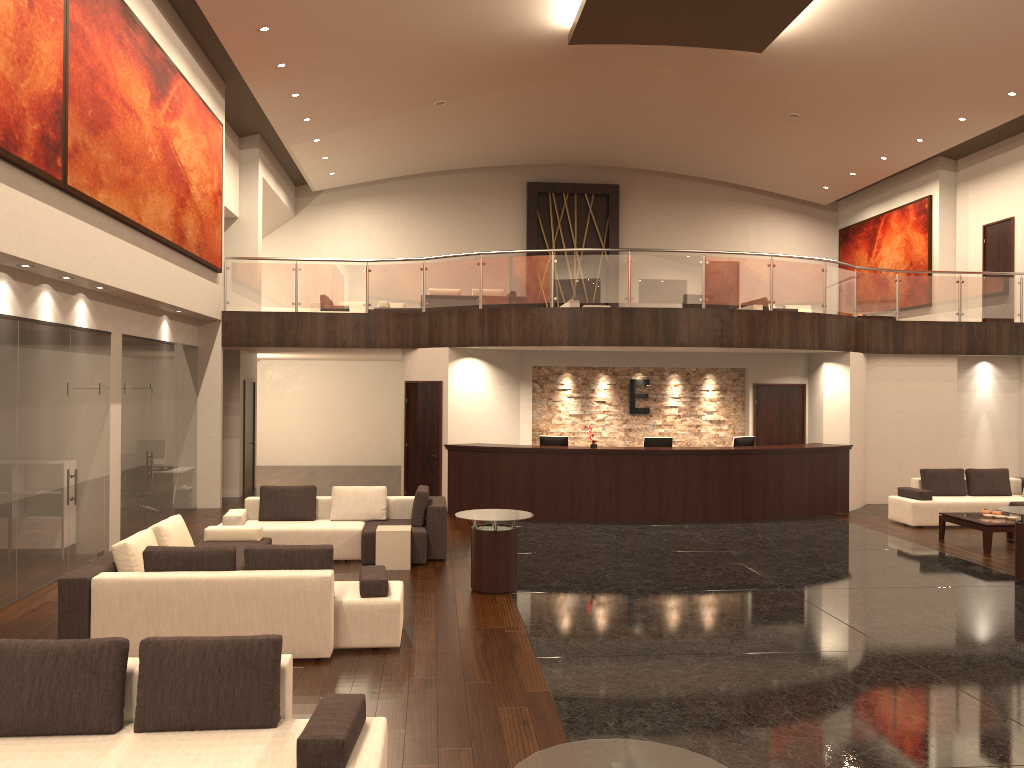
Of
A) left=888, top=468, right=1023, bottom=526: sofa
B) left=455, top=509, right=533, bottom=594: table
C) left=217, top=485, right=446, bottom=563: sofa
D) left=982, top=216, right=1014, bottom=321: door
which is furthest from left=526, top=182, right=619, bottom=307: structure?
left=455, top=509, right=533, bottom=594: table

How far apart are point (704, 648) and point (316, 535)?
→ 5.23m

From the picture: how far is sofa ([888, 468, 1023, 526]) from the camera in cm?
1372

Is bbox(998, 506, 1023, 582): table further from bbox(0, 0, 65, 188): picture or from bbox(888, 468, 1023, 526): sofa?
bbox(0, 0, 65, 188): picture

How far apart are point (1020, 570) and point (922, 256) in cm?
1227

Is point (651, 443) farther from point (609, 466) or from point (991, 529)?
point (991, 529)

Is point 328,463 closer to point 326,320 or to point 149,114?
point 326,320

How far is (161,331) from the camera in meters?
13.3

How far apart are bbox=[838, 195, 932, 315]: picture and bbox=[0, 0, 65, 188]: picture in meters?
18.0

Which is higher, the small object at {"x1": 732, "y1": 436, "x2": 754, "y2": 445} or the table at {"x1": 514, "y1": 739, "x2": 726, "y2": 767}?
the small object at {"x1": 732, "y1": 436, "x2": 754, "y2": 445}
